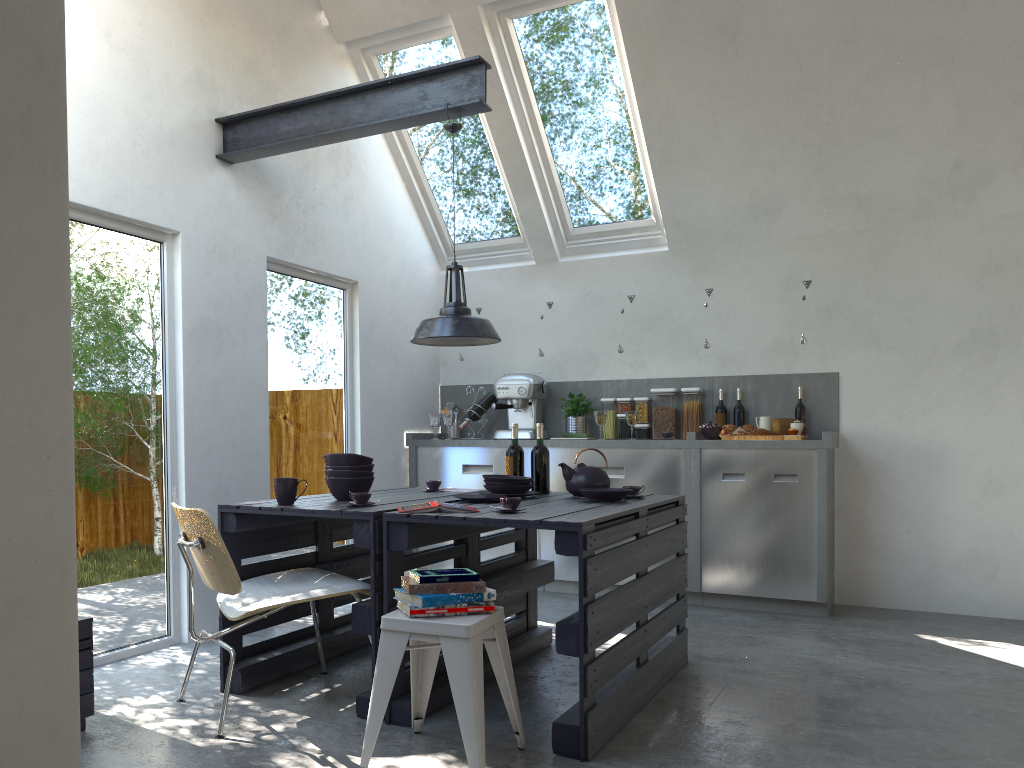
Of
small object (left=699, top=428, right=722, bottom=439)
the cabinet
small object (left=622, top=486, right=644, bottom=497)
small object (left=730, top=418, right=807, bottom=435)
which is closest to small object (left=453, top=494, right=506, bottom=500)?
small object (left=622, top=486, right=644, bottom=497)

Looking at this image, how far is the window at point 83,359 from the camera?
3.93m

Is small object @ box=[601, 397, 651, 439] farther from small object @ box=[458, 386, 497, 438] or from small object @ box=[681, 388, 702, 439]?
small object @ box=[458, 386, 497, 438]

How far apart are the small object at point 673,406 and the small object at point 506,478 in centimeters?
223cm

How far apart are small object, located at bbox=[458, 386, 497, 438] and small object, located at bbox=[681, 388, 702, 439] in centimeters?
140cm

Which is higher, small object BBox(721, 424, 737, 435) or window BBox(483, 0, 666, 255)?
window BBox(483, 0, 666, 255)

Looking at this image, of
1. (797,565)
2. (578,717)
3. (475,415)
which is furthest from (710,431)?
(578,717)

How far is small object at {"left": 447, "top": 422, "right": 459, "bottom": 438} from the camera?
6.7 meters

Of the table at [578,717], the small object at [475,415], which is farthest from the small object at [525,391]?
the table at [578,717]

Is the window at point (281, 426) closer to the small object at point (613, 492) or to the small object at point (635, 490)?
the small object at point (613, 492)
